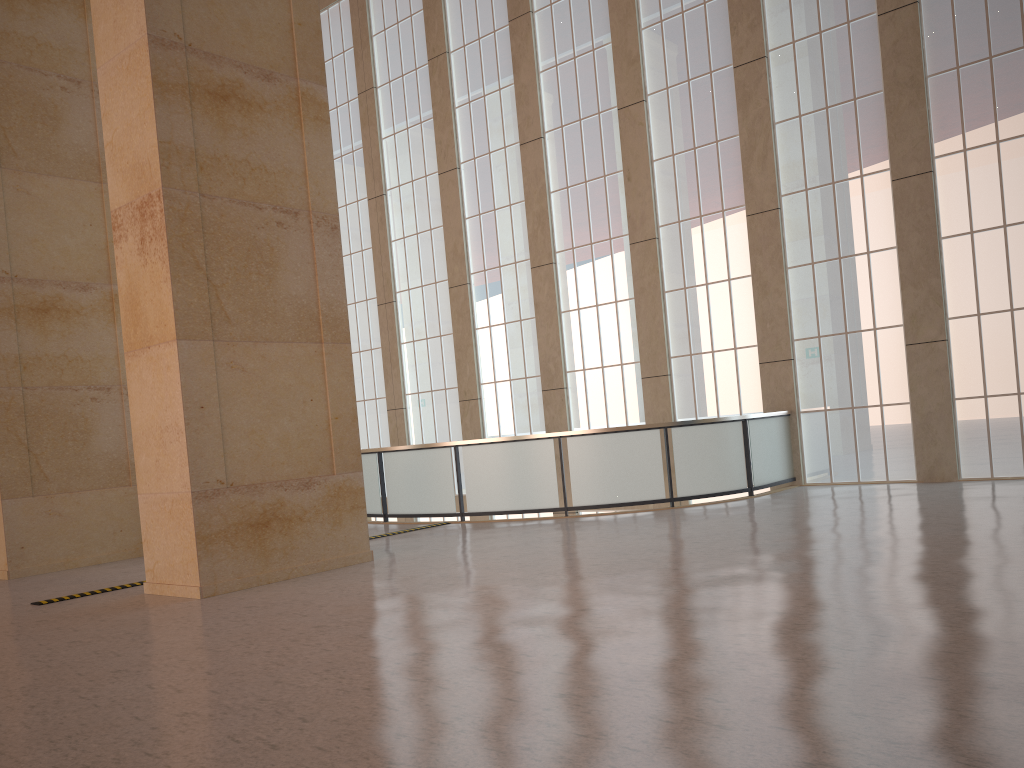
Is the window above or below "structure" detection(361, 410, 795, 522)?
above

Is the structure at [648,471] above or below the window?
below

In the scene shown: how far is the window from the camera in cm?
1805

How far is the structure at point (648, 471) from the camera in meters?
18.1

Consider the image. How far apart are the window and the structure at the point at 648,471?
0.4 meters

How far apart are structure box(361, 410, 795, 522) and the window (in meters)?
0.44

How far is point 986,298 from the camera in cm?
1805

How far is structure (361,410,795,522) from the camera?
18.07m

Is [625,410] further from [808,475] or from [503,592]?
[503,592]
